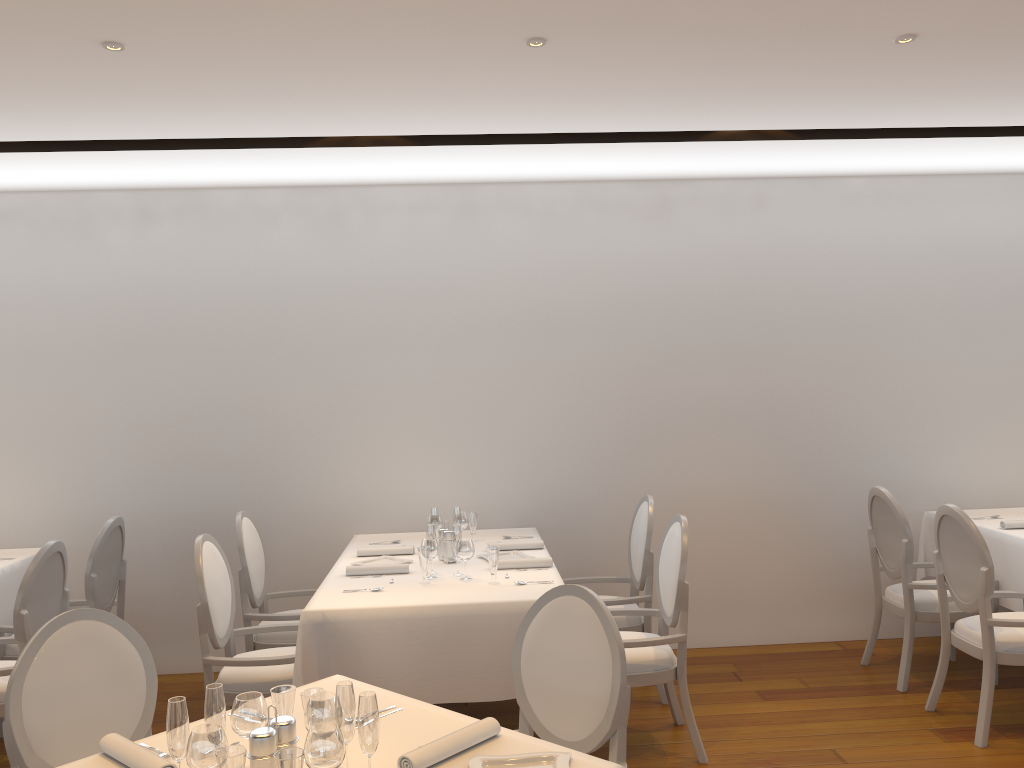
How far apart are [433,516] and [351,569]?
0.7m

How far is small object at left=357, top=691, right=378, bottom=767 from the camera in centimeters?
194cm

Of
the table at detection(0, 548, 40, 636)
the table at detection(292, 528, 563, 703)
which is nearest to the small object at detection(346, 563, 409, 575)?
the table at detection(292, 528, 563, 703)

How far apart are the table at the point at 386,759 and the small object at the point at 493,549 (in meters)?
1.28

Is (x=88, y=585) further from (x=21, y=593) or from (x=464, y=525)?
(x=464, y=525)

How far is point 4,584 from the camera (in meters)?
4.71

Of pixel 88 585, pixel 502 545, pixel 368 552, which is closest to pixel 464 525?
pixel 502 545

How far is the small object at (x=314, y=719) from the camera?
2.1 meters

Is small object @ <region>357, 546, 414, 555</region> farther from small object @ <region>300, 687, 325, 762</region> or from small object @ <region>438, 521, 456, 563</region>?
small object @ <region>300, 687, 325, 762</region>

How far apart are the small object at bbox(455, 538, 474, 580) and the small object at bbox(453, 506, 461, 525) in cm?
73
